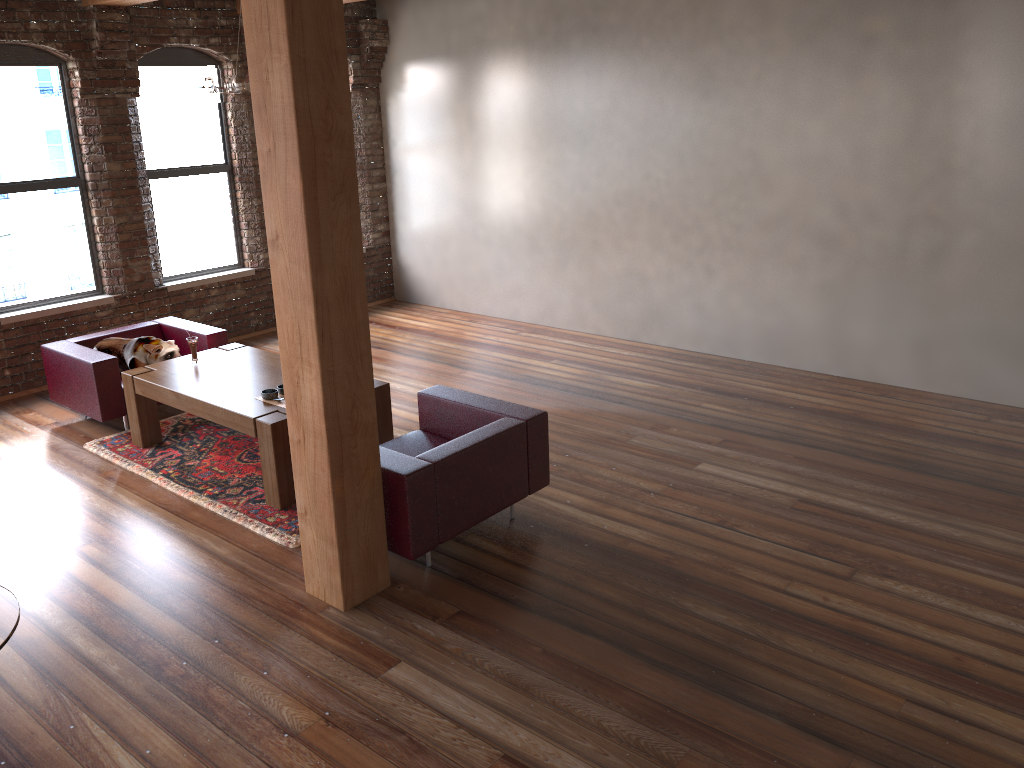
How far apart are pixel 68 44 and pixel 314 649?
5.8m

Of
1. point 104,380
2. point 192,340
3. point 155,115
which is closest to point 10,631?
point 192,340

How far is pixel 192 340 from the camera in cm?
616

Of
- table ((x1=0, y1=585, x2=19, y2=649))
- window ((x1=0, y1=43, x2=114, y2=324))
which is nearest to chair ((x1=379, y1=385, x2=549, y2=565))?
table ((x1=0, y1=585, x2=19, y2=649))

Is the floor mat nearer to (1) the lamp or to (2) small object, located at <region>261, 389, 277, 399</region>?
(2) small object, located at <region>261, 389, 277, 399</region>

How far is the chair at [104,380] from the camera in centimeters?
626cm

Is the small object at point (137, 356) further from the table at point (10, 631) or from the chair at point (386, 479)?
the table at point (10, 631)

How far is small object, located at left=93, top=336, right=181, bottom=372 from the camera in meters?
6.6 m

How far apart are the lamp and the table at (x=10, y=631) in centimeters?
413cm

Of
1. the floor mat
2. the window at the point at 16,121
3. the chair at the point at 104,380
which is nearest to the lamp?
the chair at the point at 104,380
